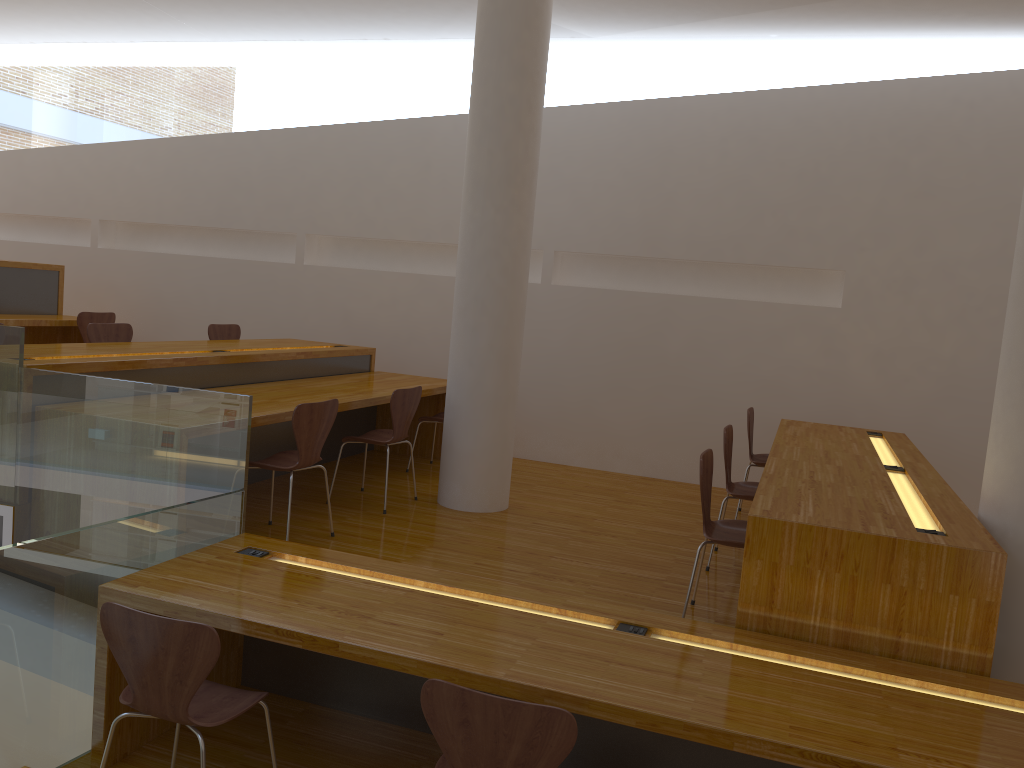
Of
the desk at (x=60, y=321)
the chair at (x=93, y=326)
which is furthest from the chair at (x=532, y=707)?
the desk at (x=60, y=321)

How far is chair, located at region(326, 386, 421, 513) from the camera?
4.93m

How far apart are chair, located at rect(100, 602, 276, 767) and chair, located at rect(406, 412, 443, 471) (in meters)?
3.39

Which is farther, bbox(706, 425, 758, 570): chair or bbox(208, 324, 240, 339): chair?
bbox(208, 324, 240, 339): chair

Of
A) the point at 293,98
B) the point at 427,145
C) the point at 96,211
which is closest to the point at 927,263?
the point at 427,145

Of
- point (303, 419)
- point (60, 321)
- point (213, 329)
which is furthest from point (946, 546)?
point (60, 321)

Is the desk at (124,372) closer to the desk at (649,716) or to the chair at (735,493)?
the desk at (649,716)

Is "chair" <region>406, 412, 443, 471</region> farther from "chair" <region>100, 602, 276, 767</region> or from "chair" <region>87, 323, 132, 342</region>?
"chair" <region>100, 602, 276, 767</region>

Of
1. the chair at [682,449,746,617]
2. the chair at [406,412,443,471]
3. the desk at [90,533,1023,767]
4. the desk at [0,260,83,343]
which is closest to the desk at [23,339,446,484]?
the chair at [406,412,443,471]

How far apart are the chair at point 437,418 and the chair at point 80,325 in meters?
2.9 m
